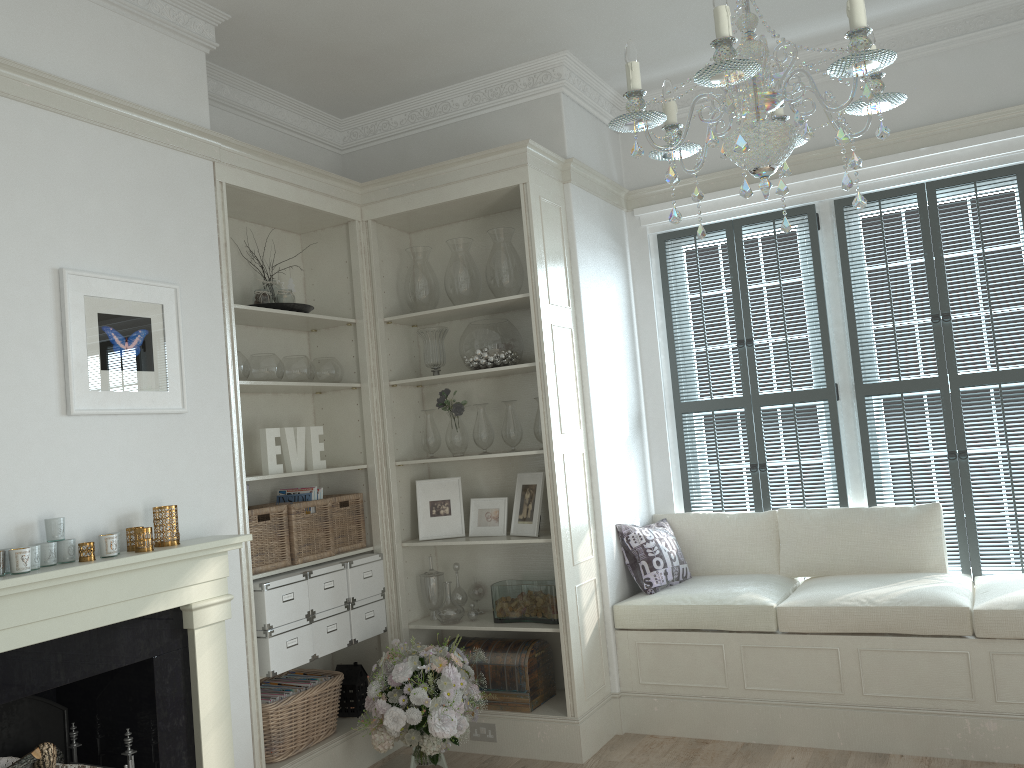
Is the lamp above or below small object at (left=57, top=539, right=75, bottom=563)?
above

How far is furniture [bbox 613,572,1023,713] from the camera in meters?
3.6

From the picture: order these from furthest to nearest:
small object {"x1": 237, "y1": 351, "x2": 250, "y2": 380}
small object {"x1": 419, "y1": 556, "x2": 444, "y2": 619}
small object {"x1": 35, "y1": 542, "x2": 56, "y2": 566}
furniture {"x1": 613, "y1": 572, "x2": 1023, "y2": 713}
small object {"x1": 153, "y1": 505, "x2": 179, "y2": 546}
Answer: small object {"x1": 419, "y1": 556, "x2": 444, "y2": 619} → small object {"x1": 237, "y1": 351, "x2": 250, "y2": 380} → furniture {"x1": 613, "y1": 572, "x2": 1023, "y2": 713} → small object {"x1": 153, "y1": 505, "x2": 179, "y2": 546} → small object {"x1": 35, "y1": 542, "x2": 56, "y2": 566}

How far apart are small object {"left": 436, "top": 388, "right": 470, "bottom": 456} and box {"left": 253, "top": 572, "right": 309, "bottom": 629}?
1.02m

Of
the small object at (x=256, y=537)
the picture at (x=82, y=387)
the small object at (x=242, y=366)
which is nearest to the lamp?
the picture at (x=82, y=387)

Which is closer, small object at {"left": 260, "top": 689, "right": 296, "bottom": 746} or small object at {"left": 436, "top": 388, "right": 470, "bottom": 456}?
small object at {"left": 260, "top": 689, "right": 296, "bottom": 746}

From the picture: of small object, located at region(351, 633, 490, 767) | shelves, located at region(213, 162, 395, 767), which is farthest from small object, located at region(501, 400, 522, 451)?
small object, located at region(351, 633, 490, 767)

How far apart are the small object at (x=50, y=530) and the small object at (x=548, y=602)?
2.06m

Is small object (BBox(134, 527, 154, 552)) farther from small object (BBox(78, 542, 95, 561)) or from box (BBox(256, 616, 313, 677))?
box (BBox(256, 616, 313, 677))

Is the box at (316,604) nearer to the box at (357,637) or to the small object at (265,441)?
the box at (357,637)
